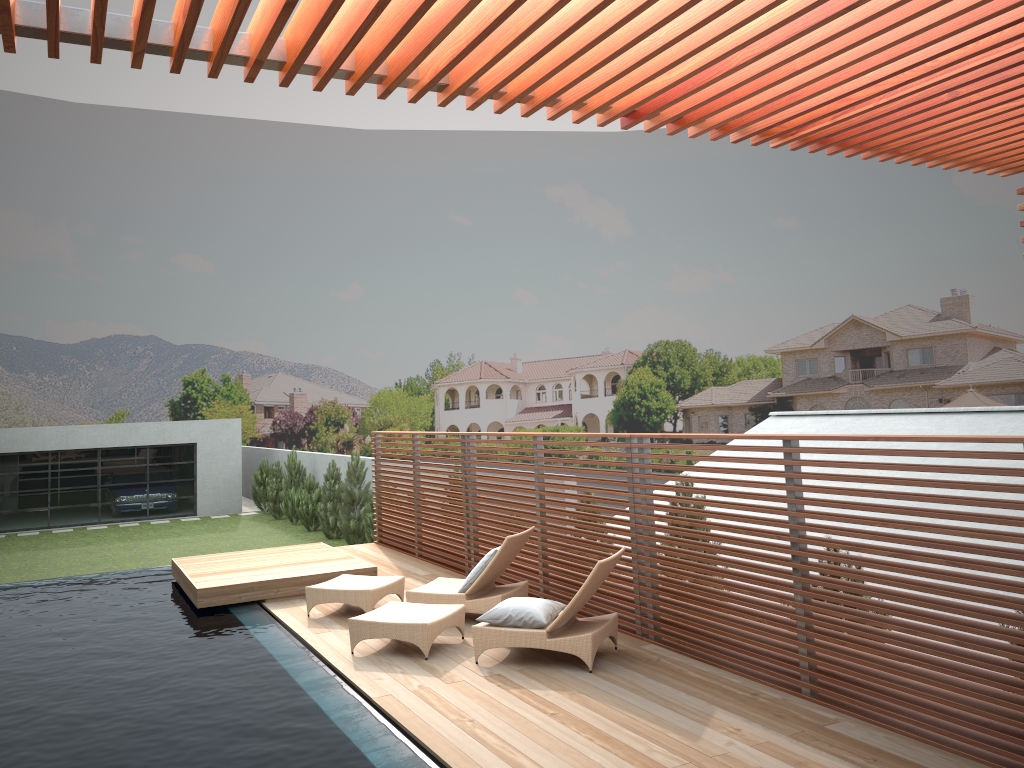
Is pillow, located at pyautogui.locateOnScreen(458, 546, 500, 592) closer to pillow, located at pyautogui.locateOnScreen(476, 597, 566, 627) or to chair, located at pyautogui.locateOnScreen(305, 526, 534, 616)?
chair, located at pyautogui.locateOnScreen(305, 526, 534, 616)

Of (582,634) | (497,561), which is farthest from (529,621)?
(497,561)

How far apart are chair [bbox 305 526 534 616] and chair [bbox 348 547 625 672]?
0.5 meters

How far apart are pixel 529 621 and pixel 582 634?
0.46m

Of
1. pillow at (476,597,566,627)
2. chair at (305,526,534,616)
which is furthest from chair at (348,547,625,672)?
chair at (305,526,534,616)

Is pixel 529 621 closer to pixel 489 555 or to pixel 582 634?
pixel 582 634

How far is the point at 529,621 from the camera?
7.1m

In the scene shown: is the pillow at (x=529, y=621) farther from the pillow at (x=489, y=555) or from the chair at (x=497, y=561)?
the pillow at (x=489, y=555)

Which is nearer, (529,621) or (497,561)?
(529,621)

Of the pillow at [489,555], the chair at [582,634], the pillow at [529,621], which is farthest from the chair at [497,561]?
the pillow at [529,621]
